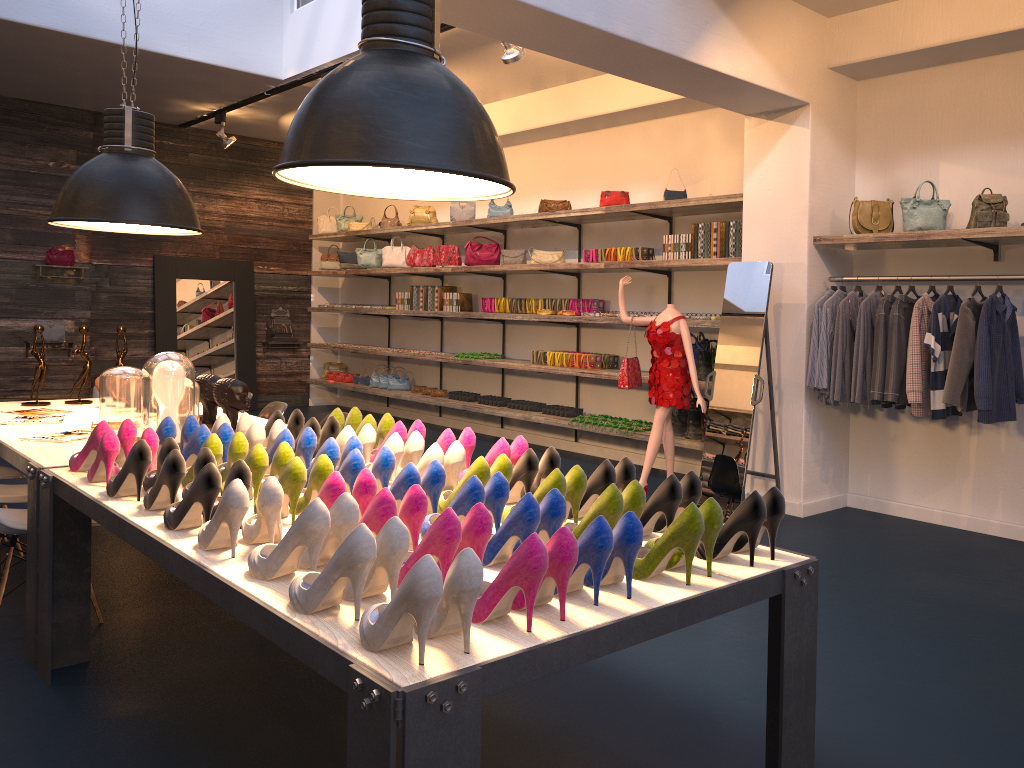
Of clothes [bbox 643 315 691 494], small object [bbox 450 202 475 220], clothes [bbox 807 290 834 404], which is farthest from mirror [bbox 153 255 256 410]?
clothes [bbox 807 290 834 404]

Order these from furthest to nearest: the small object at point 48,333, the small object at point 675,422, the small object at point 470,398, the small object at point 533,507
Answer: the small object at point 48,333
the small object at point 470,398
the small object at point 675,422
the small object at point 533,507

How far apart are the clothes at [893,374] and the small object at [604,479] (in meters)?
3.18

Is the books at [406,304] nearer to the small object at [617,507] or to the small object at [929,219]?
the small object at [929,219]

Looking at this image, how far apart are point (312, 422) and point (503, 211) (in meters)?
5.75

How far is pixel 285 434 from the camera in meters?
3.2

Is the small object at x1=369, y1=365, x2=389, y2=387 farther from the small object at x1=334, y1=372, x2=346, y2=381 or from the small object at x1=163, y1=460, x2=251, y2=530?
the small object at x1=163, y1=460, x2=251, y2=530

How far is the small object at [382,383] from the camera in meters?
10.9

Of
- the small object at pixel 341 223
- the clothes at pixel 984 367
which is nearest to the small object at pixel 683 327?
the clothes at pixel 984 367

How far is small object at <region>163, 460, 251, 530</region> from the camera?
2.47m
